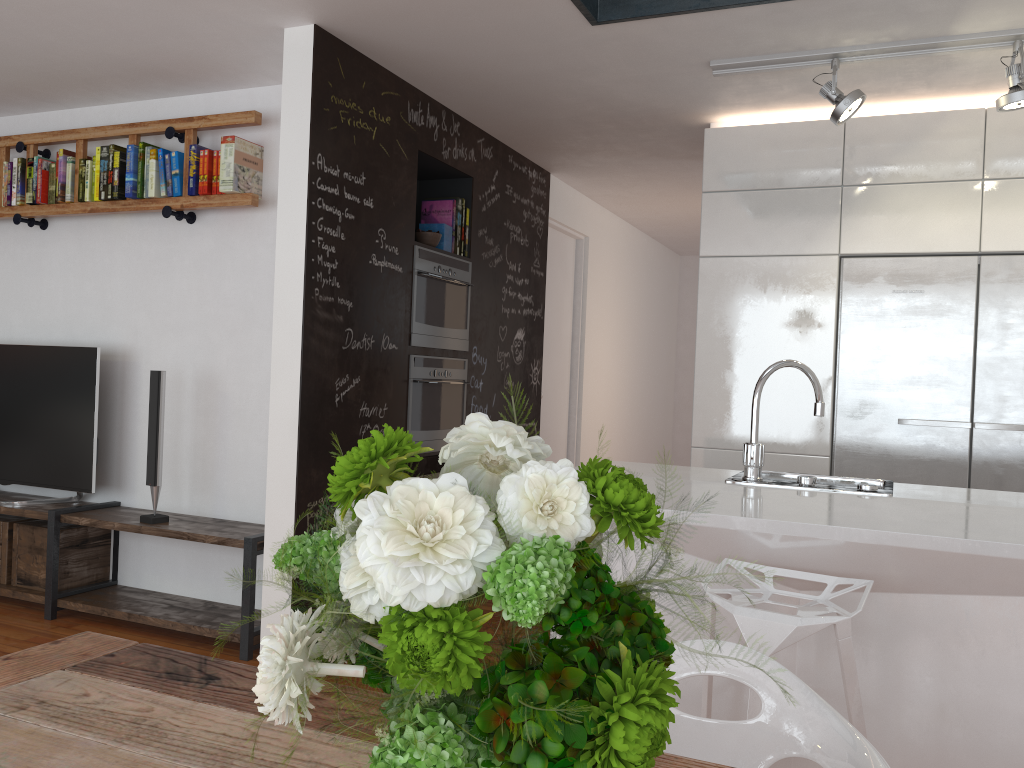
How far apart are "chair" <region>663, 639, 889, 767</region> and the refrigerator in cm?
253

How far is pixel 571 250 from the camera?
6.28m

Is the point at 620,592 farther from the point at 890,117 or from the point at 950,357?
the point at 890,117

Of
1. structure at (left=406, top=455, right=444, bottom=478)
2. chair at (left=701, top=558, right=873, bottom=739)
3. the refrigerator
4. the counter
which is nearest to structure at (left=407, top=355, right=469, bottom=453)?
structure at (left=406, top=455, right=444, bottom=478)

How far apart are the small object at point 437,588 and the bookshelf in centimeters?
345cm

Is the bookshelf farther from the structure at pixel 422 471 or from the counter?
the counter

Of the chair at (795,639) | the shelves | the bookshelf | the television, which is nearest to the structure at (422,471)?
the shelves

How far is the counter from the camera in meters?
2.1 m

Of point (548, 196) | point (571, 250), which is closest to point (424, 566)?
point (548, 196)

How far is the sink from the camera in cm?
271
